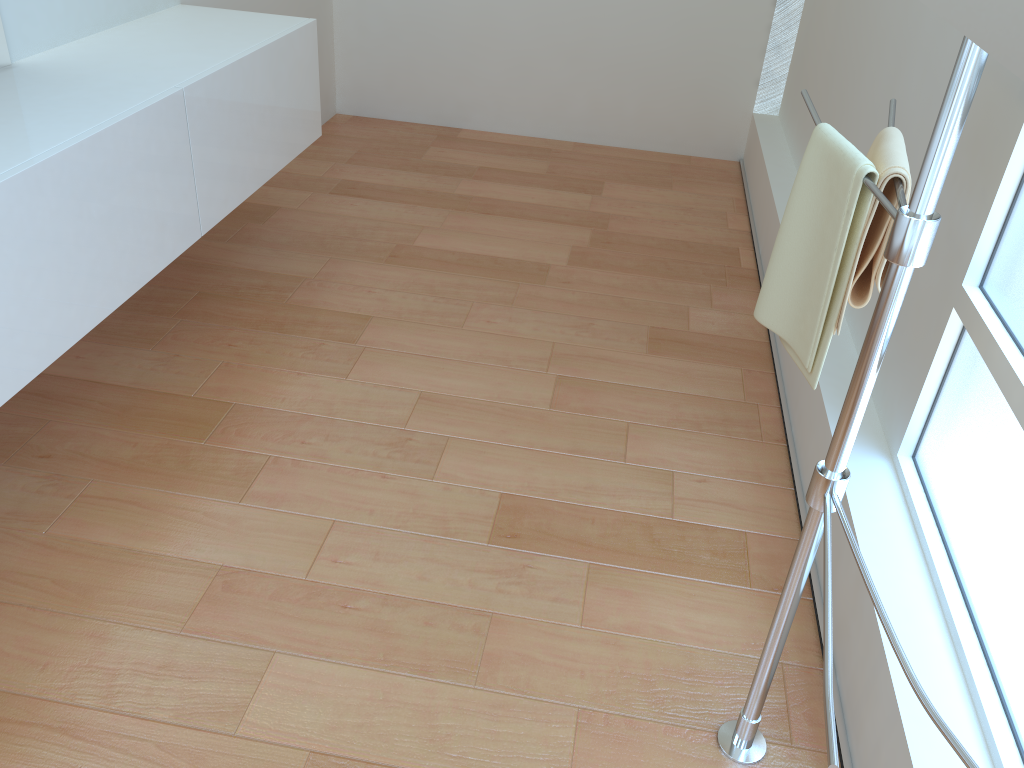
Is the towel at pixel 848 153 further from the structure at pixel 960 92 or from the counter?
the counter

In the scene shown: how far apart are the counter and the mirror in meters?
1.5 m

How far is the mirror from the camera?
0.7m

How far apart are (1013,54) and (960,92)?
0.2m

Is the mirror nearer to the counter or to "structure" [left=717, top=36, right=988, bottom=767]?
"structure" [left=717, top=36, right=988, bottom=767]

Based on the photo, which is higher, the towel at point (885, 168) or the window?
the towel at point (885, 168)

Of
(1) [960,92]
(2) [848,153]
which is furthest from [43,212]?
(1) [960,92]

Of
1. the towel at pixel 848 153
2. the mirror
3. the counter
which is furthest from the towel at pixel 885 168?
the counter

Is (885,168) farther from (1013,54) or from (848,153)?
(1013,54)

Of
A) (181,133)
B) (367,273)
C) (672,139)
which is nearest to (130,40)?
(181,133)
